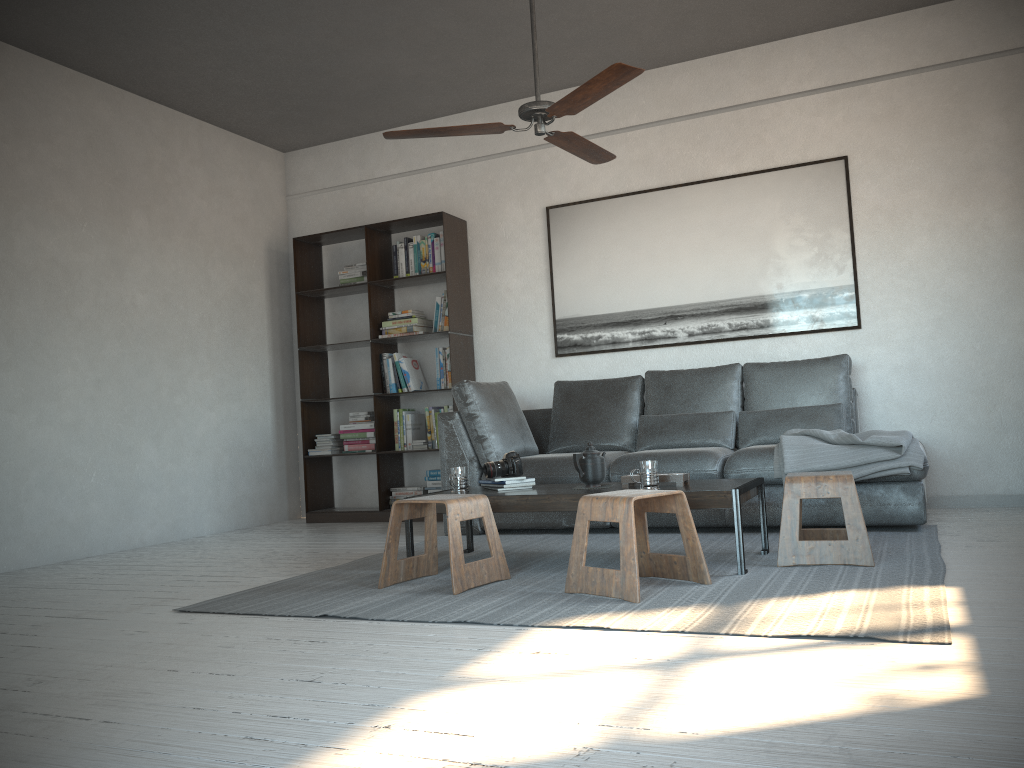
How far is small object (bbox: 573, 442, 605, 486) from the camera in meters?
3.8

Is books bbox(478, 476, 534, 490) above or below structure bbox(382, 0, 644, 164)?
below

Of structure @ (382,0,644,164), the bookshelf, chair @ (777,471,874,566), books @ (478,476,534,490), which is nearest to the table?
books @ (478,476,534,490)

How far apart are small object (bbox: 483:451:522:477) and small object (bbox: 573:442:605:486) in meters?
0.3 m

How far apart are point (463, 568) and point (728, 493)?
1.02m

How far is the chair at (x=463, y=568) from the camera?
3.3m

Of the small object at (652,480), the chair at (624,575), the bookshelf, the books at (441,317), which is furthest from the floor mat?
the books at (441,317)

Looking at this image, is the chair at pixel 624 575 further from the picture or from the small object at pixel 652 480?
the picture

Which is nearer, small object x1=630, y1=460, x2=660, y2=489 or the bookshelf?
small object x1=630, y1=460, x2=660, y2=489

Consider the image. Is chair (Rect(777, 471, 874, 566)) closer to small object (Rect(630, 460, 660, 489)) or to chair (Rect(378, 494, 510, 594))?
small object (Rect(630, 460, 660, 489))
